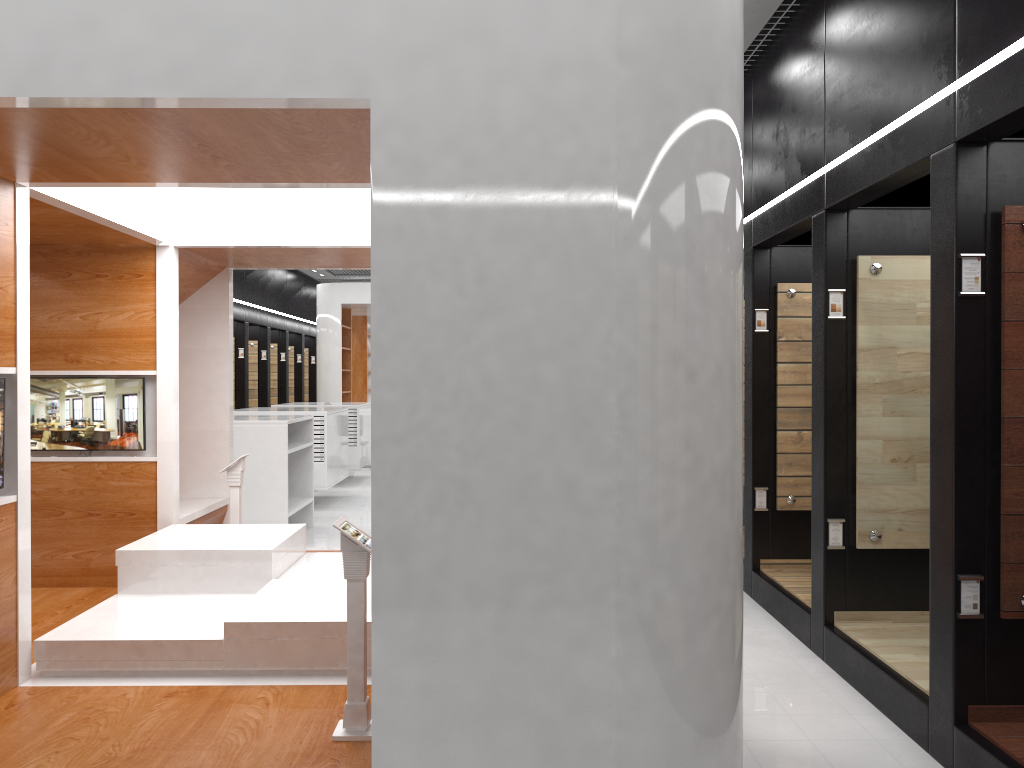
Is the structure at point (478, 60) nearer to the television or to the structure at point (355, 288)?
the television

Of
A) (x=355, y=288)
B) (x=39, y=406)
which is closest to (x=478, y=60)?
(x=39, y=406)

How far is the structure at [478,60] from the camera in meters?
2.7 m

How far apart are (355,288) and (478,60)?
13.5 meters

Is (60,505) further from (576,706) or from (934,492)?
(934,492)

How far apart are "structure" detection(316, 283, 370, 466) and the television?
10.2 meters

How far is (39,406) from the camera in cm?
573

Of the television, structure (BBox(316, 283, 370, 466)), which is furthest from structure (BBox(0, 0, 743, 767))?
structure (BBox(316, 283, 370, 466))

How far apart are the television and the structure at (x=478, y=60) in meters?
0.0

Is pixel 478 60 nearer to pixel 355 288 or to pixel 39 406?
pixel 39 406
